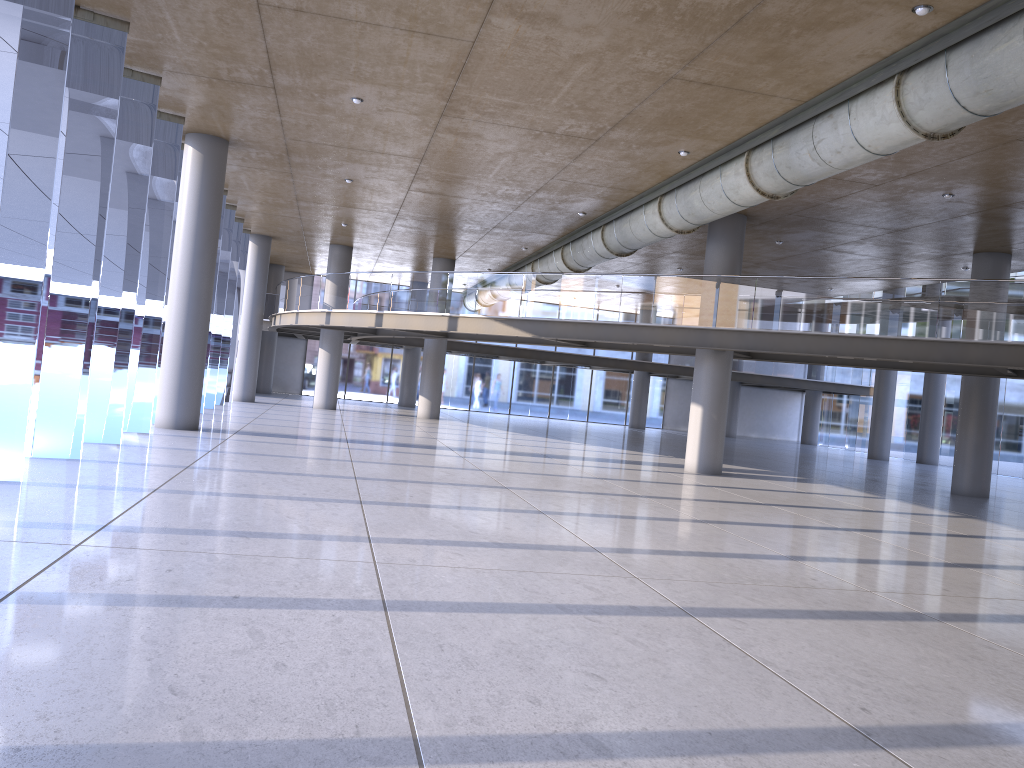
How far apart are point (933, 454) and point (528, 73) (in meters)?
29.02
